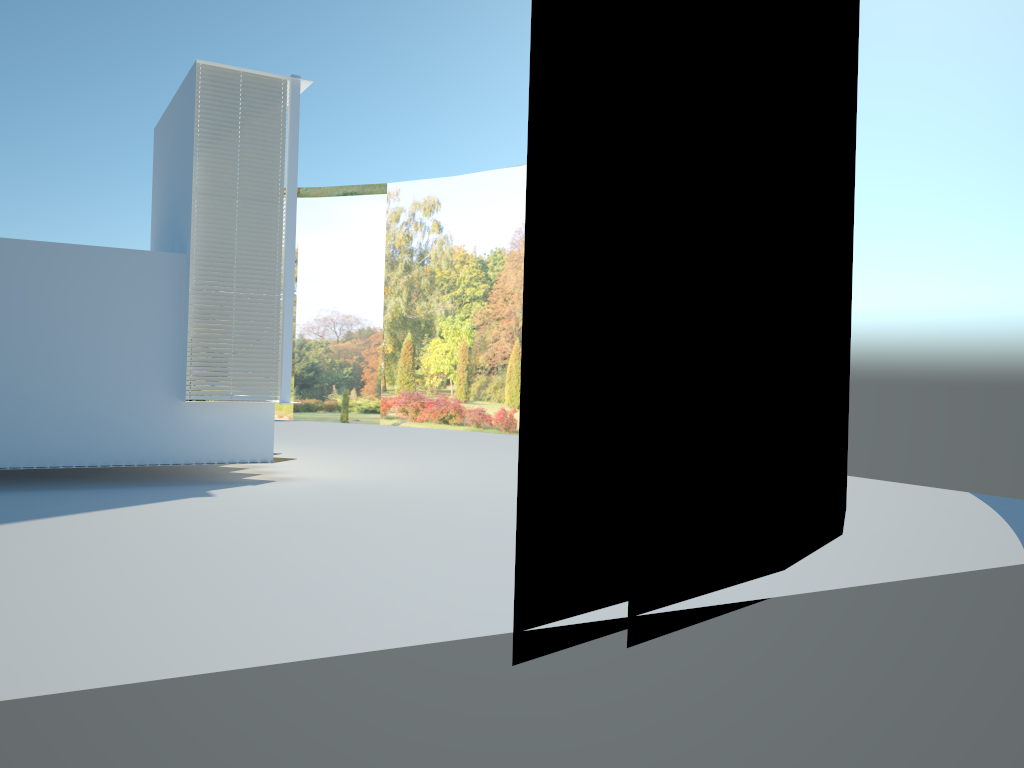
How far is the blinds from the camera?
11.2 meters

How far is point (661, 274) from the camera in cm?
582

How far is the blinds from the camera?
11.2m

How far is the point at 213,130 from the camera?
11.2 meters
